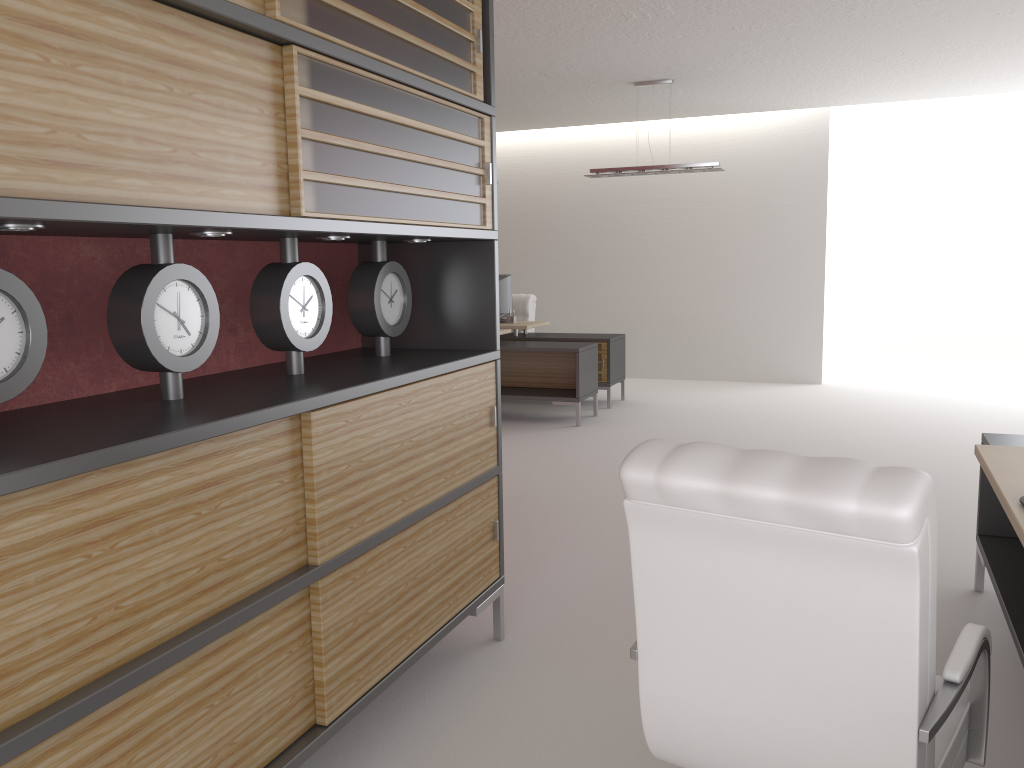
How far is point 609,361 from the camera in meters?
13.1

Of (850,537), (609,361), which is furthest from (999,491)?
(609,361)

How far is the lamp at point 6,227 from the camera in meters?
2.4 m

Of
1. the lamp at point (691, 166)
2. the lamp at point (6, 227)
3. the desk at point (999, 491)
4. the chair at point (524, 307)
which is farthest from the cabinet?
the chair at point (524, 307)

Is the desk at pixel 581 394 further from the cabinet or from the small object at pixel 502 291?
the cabinet

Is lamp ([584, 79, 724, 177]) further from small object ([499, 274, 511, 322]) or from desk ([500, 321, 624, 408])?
small object ([499, 274, 511, 322])

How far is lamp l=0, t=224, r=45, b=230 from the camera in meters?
2.4 m

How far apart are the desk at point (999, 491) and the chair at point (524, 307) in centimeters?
990cm

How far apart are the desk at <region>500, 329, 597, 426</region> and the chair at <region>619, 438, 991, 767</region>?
8.67m

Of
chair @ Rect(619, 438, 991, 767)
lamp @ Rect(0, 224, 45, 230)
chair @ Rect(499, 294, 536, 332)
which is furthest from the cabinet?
chair @ Rect(499, 294, 536, 332)
